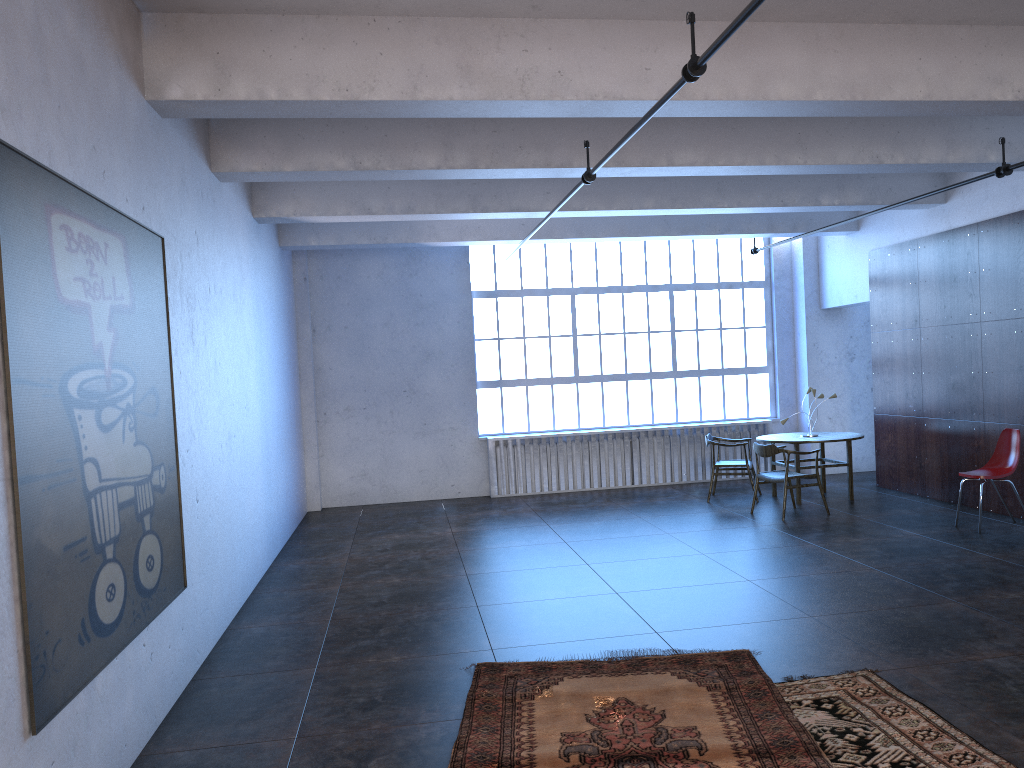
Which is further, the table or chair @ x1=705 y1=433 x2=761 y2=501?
chair @ x1=705 y1=433 x2=761 y2=501

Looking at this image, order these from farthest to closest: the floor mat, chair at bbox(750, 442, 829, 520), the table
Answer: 1. the table
2. chair at bbox(750, 442, 829, 520)
3. the floor mat

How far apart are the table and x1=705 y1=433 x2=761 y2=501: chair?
0.31m

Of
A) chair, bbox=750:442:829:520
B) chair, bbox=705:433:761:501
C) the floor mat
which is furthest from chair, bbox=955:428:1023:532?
the floor mat

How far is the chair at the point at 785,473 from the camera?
9.7 meters

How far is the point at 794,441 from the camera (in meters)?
10.50

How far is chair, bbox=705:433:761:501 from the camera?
11.05m

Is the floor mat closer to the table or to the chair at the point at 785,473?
the chair at the point at 785,473

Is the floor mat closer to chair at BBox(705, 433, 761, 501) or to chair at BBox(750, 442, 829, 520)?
chair at BBox(750, 442, 829, 520)

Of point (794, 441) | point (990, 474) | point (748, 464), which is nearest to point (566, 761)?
point (990, 474)
